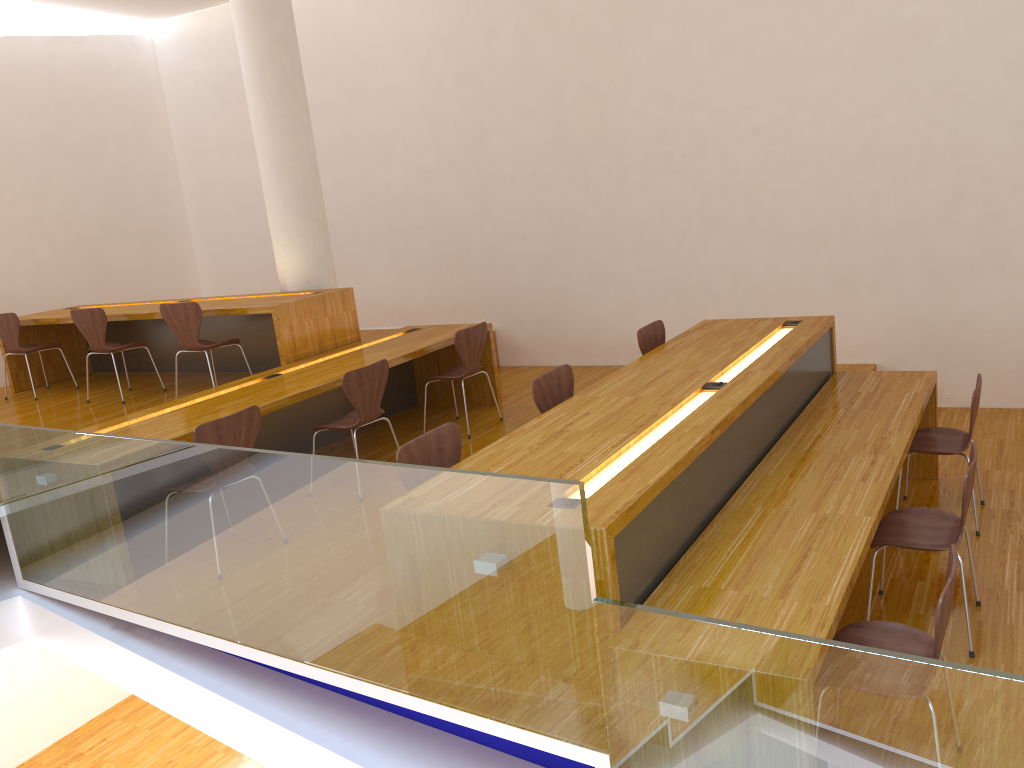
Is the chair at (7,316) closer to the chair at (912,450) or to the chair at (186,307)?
the chair at (186,307)

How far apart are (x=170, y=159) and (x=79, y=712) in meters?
5.6 m

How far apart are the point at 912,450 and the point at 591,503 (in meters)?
2.35

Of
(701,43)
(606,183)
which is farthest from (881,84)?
(606,183)

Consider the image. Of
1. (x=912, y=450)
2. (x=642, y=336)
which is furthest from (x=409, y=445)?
(x=912, y=450)

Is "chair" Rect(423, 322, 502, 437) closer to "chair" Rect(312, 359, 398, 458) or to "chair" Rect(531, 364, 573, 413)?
"chair" Rect(312, 359, 398, 458)

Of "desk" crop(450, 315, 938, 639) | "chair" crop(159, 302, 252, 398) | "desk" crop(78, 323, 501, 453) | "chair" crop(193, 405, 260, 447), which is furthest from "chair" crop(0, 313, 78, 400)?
"desk" crop(450, 315, 938, 639)

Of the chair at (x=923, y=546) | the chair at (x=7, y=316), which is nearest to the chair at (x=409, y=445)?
the chair at (x=923, y=546)

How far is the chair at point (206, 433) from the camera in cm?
384

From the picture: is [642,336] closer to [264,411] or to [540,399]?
[540,399]
